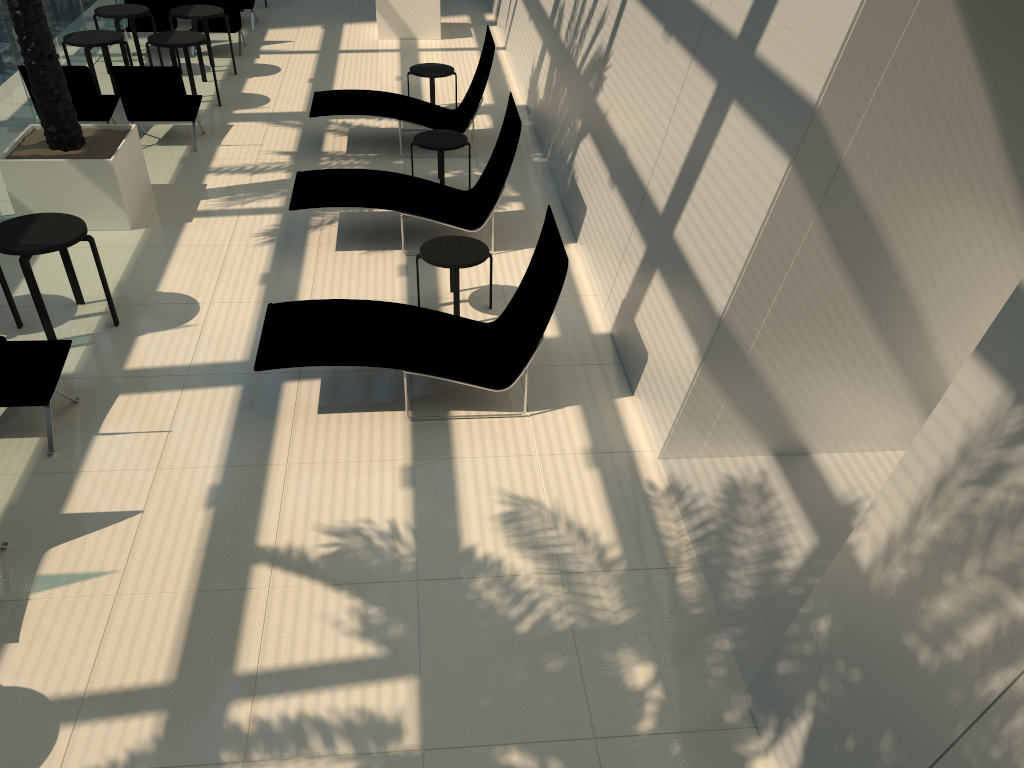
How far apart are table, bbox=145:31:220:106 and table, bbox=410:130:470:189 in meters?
3.8 m

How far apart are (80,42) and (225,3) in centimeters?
354cm

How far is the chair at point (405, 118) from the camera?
10.4 meters

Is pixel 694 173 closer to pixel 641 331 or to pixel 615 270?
pixel 641 331

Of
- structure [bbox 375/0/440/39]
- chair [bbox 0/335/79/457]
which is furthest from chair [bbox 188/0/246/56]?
chair [bbox 0/335/79/457]

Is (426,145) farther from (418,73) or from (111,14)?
(111,14)

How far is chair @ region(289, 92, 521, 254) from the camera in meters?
8.2 m

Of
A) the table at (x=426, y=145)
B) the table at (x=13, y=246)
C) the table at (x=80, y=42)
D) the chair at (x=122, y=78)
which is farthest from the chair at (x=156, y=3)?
the table at (x=13, y=246)

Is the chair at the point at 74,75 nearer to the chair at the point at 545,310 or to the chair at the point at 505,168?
the chair at the point at 505,168

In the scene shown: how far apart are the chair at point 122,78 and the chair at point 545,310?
4.9 meters
